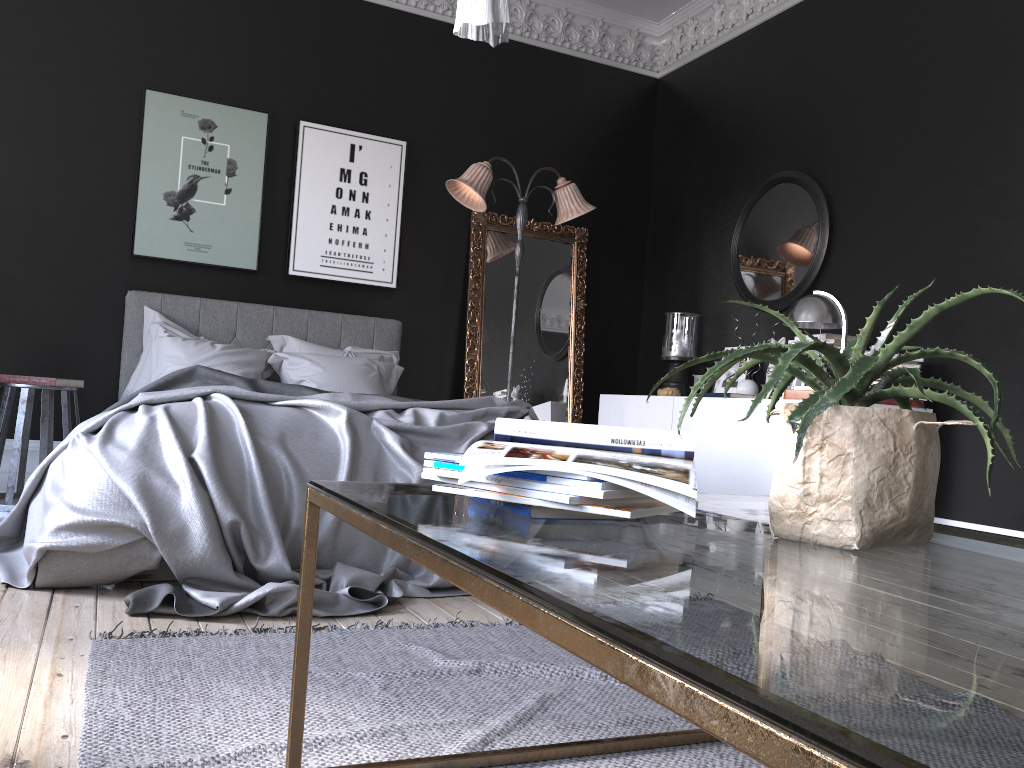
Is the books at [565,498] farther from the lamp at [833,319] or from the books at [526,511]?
the lamp at [833,319]

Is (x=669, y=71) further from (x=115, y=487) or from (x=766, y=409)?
(x=115, y=487)

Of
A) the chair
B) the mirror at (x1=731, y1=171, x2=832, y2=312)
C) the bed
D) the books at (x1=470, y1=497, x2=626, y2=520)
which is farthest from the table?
the mirror at (x1=731, y1=171, x2=832, y2=312)

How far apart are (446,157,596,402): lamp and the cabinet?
1.2 meters

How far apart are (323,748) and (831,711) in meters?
1.5

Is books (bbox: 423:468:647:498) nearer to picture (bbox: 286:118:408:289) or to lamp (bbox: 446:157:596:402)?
lamp (bbox: 446:157:596:402)

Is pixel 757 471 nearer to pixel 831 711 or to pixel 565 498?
pixel 565 498

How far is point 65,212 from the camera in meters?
5.5

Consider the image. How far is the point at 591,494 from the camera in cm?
117

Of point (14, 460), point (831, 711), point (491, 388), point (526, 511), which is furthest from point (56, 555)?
point (491, 388)
